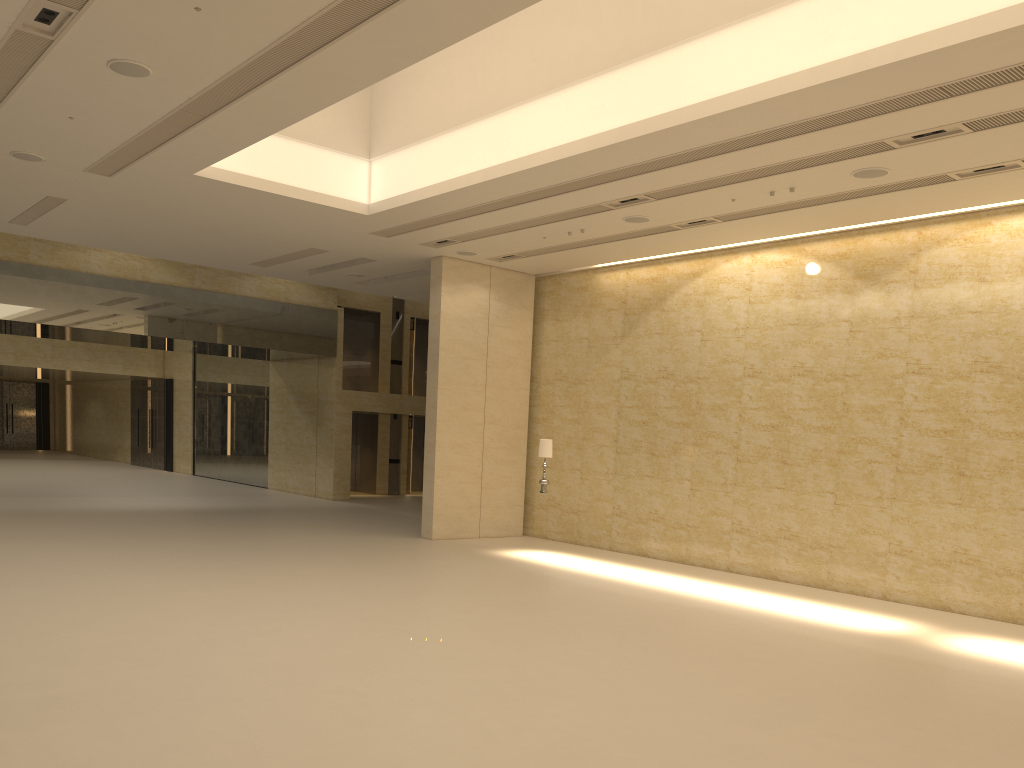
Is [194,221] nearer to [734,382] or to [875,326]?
[734,382]

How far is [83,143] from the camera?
11.9m

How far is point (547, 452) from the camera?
16.7 meters

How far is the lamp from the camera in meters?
16.7

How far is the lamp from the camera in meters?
16.7

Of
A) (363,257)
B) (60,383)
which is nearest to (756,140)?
(363,257)
